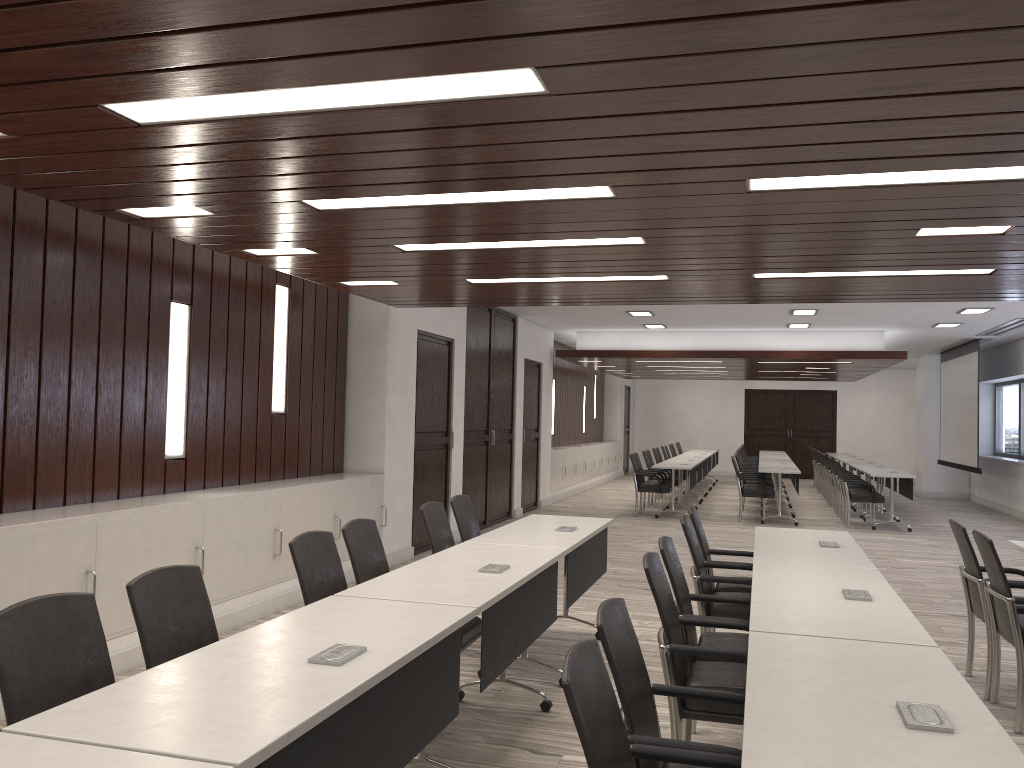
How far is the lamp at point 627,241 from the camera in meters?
5.0 m

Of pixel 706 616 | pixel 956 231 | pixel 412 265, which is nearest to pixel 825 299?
pixel 956 231

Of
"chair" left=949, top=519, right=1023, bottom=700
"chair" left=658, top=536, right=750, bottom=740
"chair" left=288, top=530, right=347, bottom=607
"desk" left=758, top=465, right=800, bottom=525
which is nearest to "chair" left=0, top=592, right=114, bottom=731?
"chair" left=288, top=530, right=347, bottom=607

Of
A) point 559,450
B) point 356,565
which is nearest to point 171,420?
point 356,565

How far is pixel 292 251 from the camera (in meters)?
5.58

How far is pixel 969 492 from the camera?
17.82m

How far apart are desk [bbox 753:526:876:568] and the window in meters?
12.3

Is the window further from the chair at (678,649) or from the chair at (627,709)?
the chair at (627,709)

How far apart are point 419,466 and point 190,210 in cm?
516

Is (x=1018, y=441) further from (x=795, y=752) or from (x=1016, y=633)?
(x=795, y=752)
